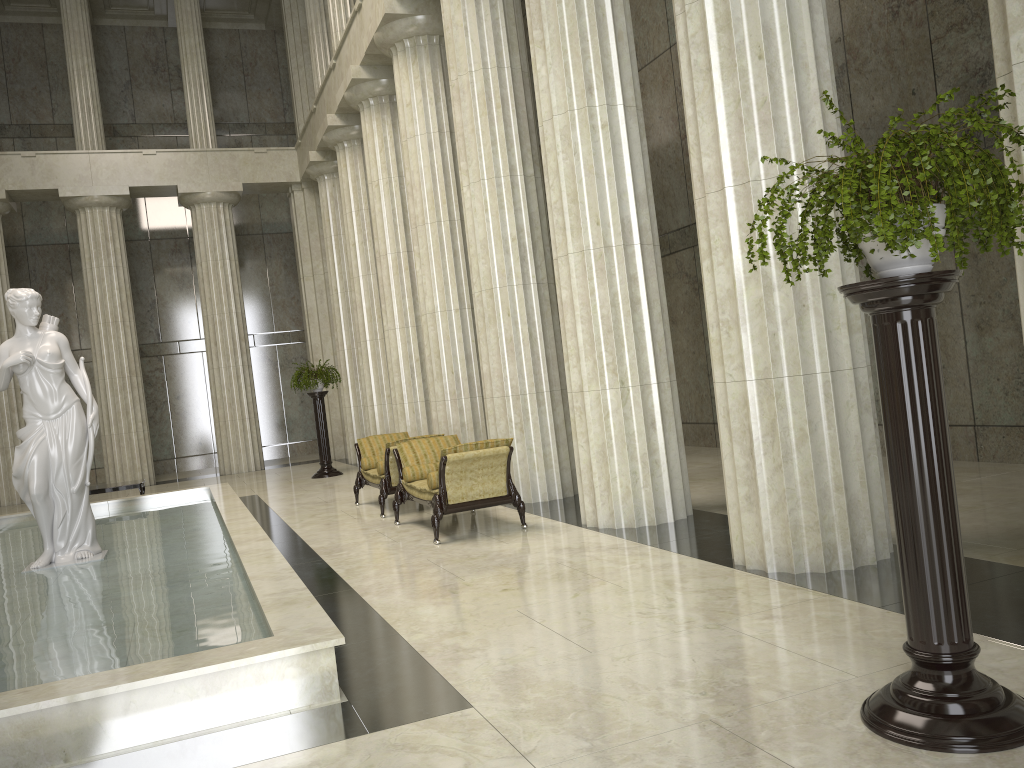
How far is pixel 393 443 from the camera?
10.96m

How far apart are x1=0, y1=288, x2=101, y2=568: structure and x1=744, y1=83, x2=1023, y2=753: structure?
7.9 meters

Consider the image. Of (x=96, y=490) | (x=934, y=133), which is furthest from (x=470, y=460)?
(x=96, y=490)

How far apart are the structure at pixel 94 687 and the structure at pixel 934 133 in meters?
2.4 m

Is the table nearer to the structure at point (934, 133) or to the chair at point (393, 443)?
the chair at point (393, 443)

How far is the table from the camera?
15.0m

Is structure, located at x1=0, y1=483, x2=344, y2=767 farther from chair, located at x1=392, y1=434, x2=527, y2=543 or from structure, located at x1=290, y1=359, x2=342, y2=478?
structure, located at x1=290, y1=359, x2=342, y2=478

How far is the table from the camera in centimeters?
1495cm

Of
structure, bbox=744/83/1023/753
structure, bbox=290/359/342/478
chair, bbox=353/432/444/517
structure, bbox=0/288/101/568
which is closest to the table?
structure, bbox=290/359/342/478

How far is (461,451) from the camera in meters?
8.7
